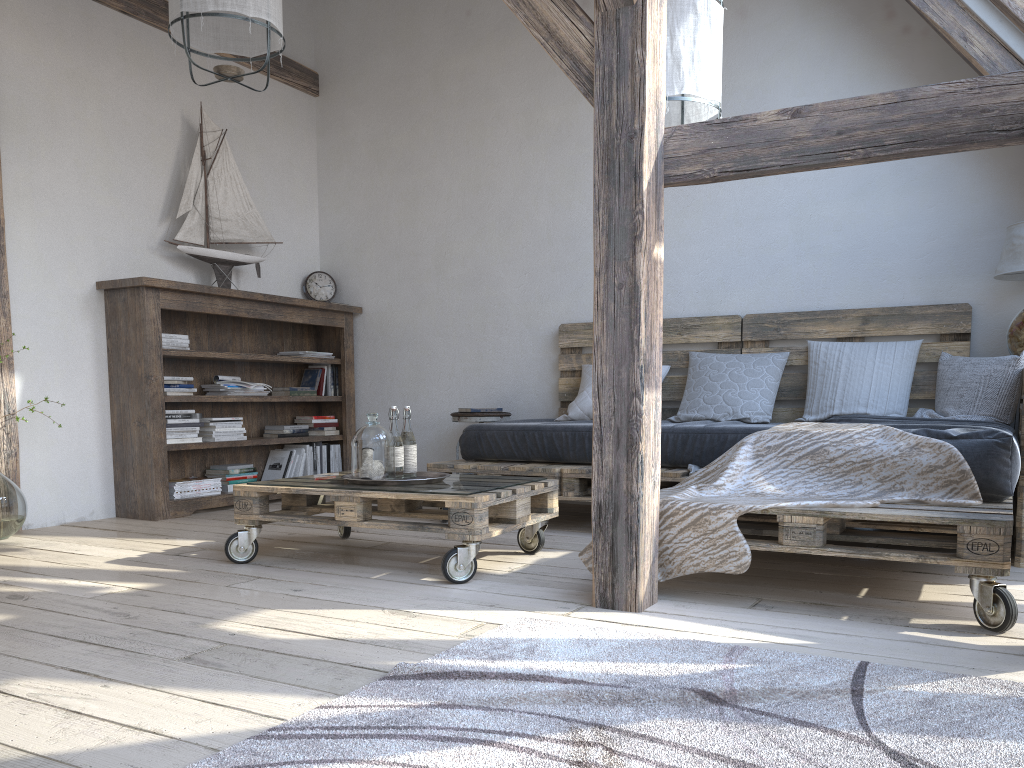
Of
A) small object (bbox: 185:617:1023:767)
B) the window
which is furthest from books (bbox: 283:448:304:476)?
the window

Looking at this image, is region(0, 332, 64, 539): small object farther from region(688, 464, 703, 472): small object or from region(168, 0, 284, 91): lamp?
region(688, 464, 703, 472): small object

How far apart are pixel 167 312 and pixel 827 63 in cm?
361

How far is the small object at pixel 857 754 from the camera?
1.38m

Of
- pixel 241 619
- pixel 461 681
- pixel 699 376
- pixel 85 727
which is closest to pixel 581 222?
pixel 699 376

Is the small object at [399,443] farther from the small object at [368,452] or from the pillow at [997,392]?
the pillow at [997,392]

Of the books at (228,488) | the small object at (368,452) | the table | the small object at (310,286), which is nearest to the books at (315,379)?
the small object at (310,286)

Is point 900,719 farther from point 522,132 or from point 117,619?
point 522,132

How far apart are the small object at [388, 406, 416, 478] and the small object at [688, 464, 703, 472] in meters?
1.2 m

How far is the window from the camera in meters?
3.5
